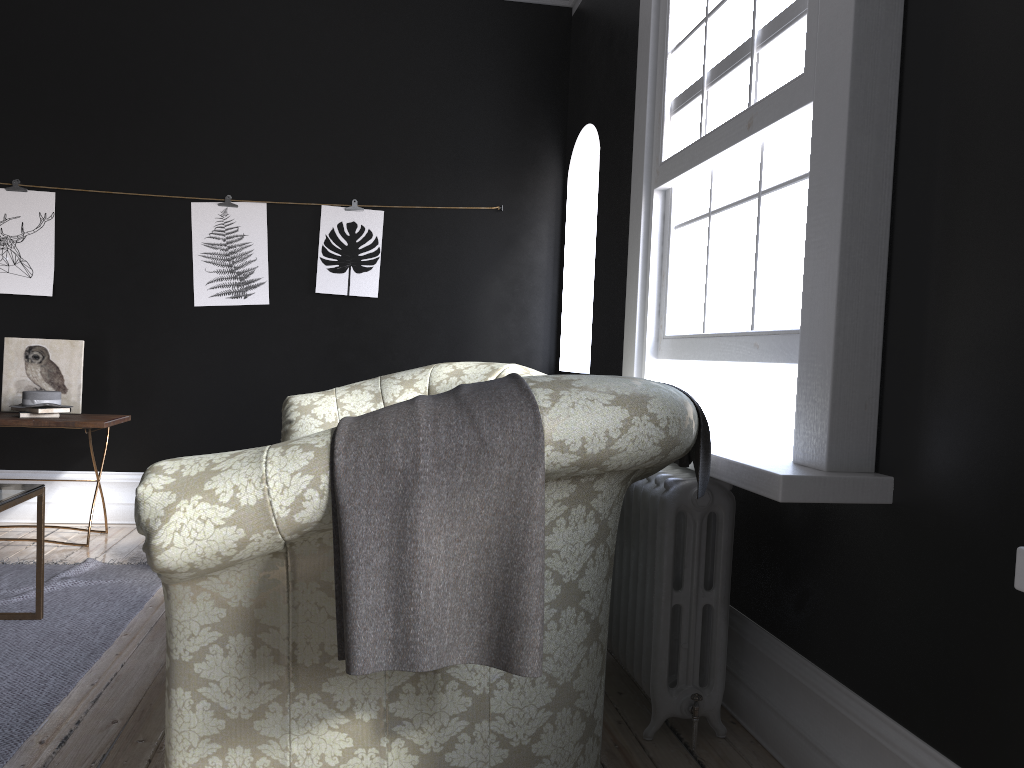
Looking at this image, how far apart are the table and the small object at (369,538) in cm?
218

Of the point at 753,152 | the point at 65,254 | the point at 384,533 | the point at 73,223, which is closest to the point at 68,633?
the point at 384,533

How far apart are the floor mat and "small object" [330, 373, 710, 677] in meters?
1.4

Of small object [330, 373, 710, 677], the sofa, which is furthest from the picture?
small object [330, 373, 710, 677]

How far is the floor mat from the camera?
2.79m

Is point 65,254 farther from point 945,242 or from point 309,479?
point 945,242

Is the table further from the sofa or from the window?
the window

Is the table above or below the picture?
below

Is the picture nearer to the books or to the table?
the books

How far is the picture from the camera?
5.49m
